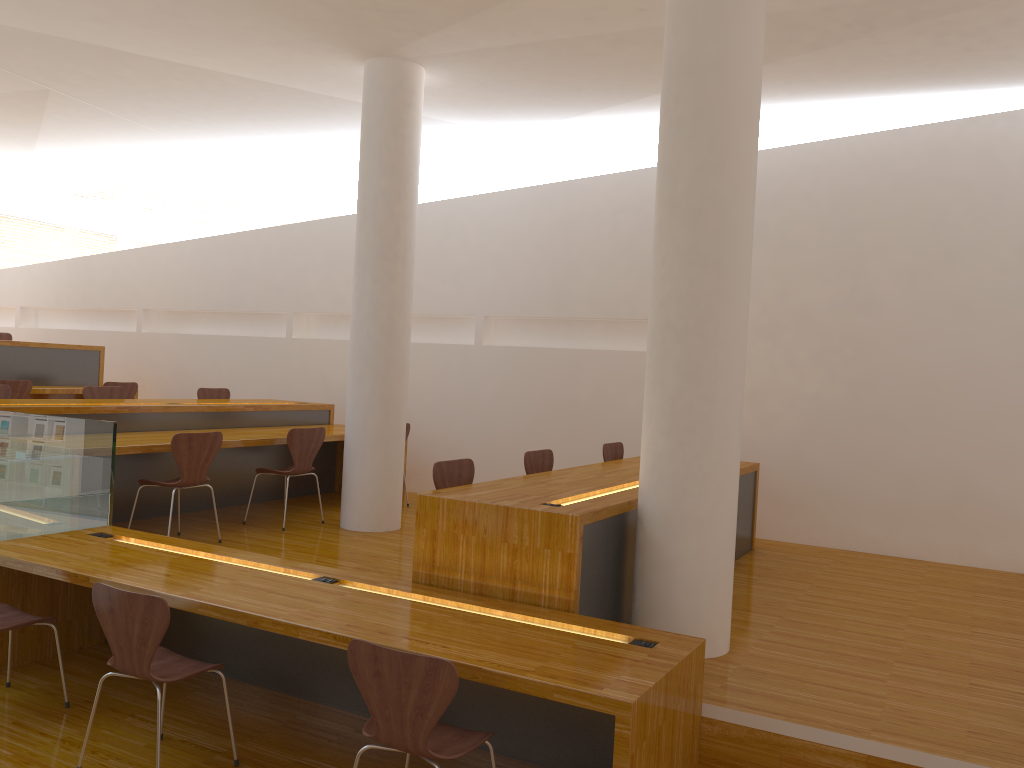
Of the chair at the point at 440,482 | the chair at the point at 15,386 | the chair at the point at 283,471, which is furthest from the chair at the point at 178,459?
the chair at the point at 15,386

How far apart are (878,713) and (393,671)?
1.8 meters

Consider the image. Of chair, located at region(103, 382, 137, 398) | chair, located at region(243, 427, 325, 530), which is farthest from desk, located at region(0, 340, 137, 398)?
chair, located at region(243, 427, 325, 530)

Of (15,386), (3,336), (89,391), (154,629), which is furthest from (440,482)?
(3,336)

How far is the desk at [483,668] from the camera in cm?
273

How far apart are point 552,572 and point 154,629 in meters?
1.5

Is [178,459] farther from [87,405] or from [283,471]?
[87,405]

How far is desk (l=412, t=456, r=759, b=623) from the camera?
3.49m

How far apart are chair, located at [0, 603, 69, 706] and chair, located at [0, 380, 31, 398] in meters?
4.3 m

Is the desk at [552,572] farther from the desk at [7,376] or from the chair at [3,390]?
the desk at [7,376]
